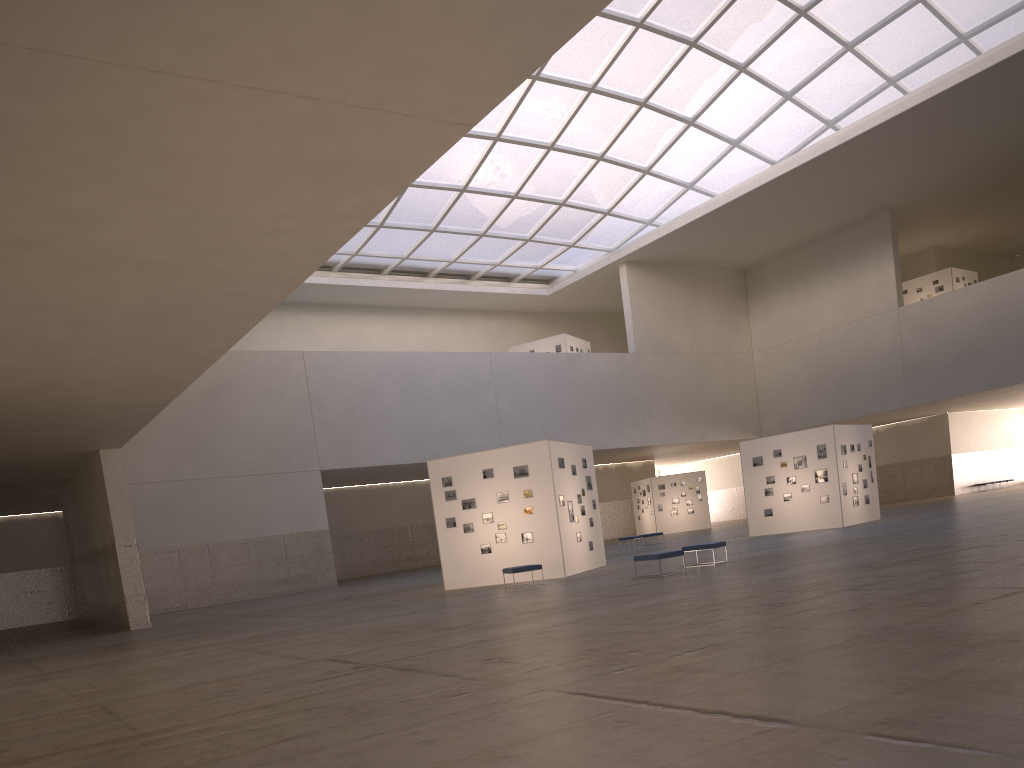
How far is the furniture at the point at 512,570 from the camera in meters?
26.1

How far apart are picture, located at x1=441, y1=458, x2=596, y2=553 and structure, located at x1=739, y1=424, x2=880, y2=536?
12.9m

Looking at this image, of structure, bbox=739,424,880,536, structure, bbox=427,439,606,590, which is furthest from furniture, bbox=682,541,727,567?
structure, bbox=739,424,880,536

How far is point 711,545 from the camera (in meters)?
25.01

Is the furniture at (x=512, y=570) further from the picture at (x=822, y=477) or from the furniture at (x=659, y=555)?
the picture at (x=822, y=477)

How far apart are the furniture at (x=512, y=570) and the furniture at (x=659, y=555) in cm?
399

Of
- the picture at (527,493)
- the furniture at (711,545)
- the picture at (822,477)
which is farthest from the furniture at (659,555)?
the picture at (822,477)

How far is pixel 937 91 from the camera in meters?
45.3

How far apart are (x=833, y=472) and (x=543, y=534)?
16.91m

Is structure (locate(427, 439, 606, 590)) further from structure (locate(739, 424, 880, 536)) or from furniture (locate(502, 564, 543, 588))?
structure (locate(739, 424, 880, 536))
